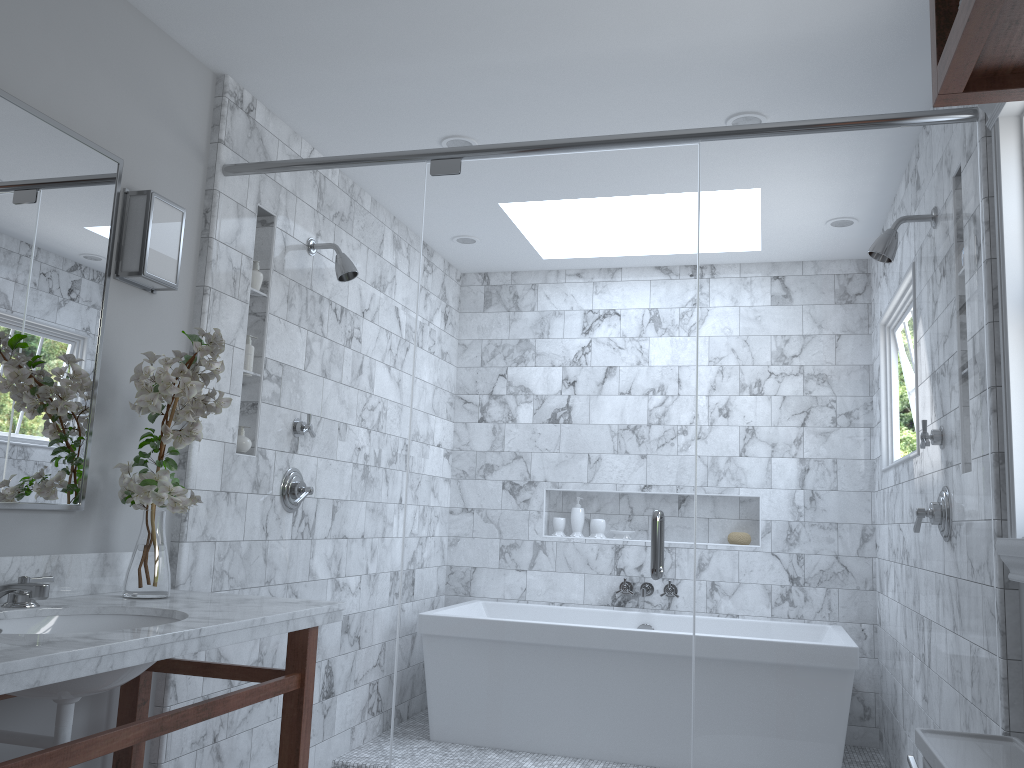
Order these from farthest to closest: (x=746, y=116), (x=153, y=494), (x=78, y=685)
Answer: (x=746, y=116) → (x=153, y=494) → (x=78, y=685)

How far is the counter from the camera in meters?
1.5 m

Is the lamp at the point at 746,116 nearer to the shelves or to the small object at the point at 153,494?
the small object at the point at 153,494

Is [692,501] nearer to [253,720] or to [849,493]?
[849,493]

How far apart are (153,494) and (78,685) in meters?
0.6

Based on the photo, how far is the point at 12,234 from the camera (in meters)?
2.12

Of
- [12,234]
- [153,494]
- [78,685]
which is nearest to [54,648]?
[78,685]

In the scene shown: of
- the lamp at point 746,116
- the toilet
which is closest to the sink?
the toilet

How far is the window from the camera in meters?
2.0

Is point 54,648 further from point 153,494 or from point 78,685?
point 153,494
